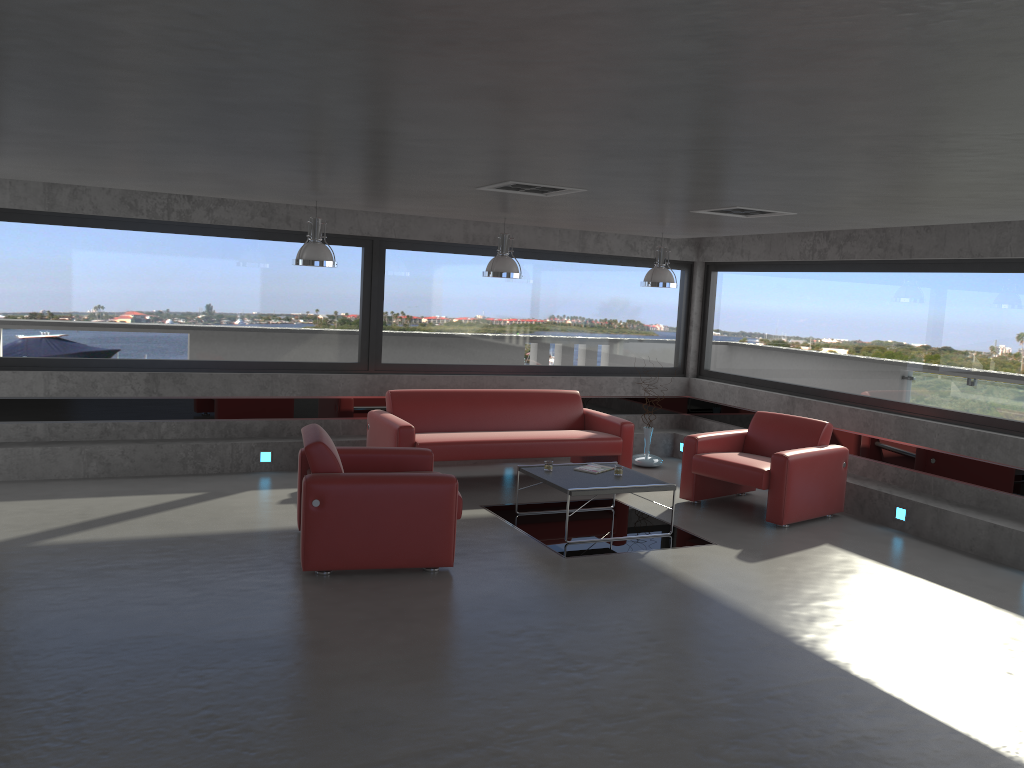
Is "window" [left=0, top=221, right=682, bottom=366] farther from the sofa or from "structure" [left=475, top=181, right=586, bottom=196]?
"structure" [left=475, top=181, right=586, bottom=196]

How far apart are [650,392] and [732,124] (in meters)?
7.96

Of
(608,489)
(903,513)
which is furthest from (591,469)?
(903,513)

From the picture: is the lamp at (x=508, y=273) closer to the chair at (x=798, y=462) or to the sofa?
the sofa

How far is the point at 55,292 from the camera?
8.45m

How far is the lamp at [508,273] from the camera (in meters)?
8.33

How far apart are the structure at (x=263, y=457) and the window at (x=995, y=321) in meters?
5.6

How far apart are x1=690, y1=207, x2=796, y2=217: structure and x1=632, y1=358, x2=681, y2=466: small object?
3.9 meters

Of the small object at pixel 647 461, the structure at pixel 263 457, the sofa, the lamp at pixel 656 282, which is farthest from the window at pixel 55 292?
the lamp at pixel 656 282

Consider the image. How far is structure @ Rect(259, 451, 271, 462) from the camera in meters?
9.0 m
